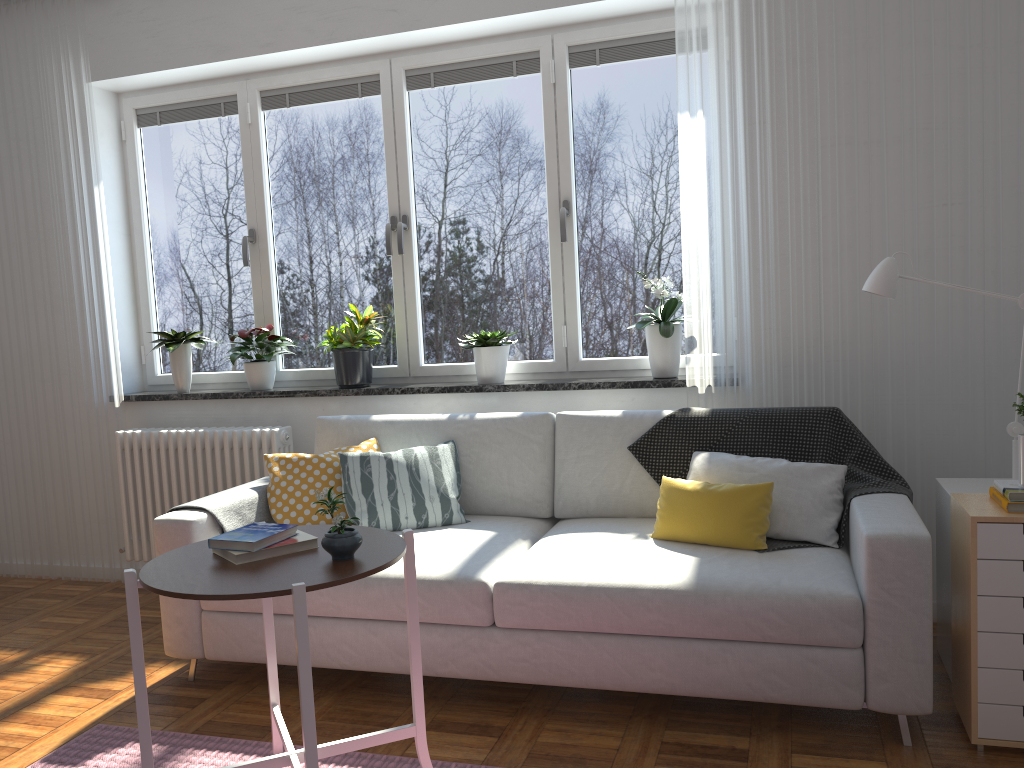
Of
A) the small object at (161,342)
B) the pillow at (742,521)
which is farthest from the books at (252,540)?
the small object at (161,342)

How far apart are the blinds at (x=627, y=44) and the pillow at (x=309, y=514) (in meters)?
1.66

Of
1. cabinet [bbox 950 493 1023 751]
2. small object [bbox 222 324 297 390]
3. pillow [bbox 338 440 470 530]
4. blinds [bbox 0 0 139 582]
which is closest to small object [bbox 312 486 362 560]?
pillow [bbox 338 440 470 530]

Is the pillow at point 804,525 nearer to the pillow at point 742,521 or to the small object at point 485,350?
the pillow at point 742,521

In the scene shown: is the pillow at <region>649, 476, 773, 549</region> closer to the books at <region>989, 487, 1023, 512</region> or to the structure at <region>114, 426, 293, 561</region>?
the books at <region>989, 487, 1023, 512</region>

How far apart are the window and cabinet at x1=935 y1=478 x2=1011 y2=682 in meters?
1.3

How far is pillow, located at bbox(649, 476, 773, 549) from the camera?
2.73m

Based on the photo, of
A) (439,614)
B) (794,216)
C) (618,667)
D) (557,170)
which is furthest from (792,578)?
(557,170)

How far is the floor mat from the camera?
2.5m

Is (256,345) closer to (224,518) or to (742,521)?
(224,518)
